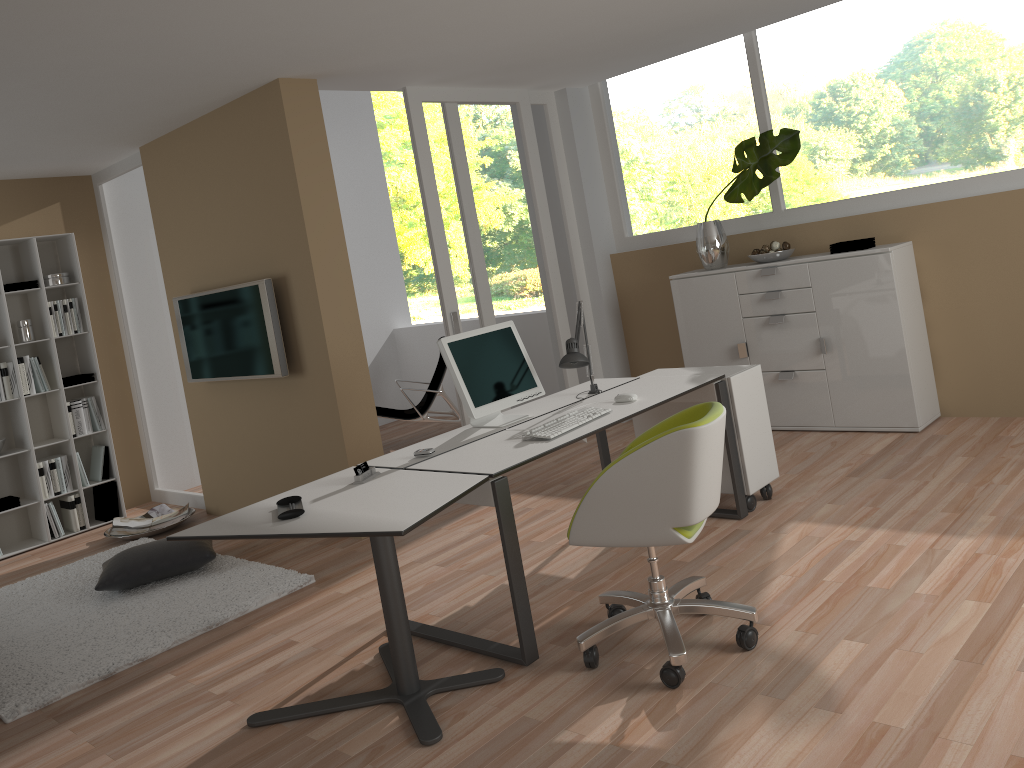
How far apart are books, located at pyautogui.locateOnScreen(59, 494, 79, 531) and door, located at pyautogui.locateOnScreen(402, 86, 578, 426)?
3.0m

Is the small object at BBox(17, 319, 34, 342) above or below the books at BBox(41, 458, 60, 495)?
above

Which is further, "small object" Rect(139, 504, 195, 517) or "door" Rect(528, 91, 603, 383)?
"door" Rect(528, 91, 603, 383)

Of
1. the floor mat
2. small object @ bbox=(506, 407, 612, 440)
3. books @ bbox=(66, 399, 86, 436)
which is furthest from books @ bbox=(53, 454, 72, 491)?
small object @ bbox=(506, 407, 612, 440)

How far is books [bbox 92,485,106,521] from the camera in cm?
660

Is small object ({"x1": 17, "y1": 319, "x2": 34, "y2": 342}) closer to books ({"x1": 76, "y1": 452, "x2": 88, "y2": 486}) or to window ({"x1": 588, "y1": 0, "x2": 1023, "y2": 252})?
books ({"x1": 76, "y1": 452, "x2": 88, "y2": 486})

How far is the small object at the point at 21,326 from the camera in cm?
622

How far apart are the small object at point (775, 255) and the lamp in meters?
1.9

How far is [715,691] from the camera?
2.82m

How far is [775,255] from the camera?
5.6 meters
